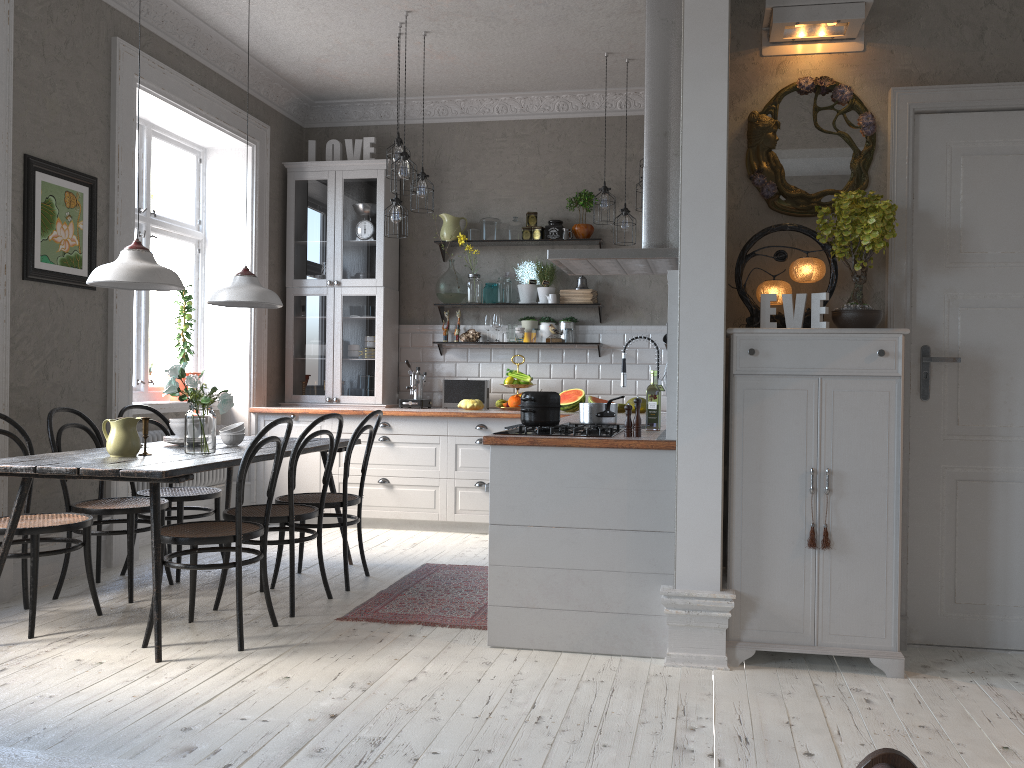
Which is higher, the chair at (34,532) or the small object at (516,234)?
the small object at (516,234)

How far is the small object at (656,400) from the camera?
4.09m

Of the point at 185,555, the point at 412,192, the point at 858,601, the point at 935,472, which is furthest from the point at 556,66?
the point at 858,601

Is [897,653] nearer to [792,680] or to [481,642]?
[792,680]

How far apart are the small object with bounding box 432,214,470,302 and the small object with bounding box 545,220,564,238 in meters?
0.8 m

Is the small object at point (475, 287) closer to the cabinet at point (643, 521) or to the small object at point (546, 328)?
the small object at point (546, 328)

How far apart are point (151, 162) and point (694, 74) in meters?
4.2

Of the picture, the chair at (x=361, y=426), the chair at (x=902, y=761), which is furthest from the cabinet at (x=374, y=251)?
the chair at (x=902, y=761)

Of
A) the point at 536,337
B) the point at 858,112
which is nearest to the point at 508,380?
the point at 536,337

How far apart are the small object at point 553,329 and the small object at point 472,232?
0.97m
